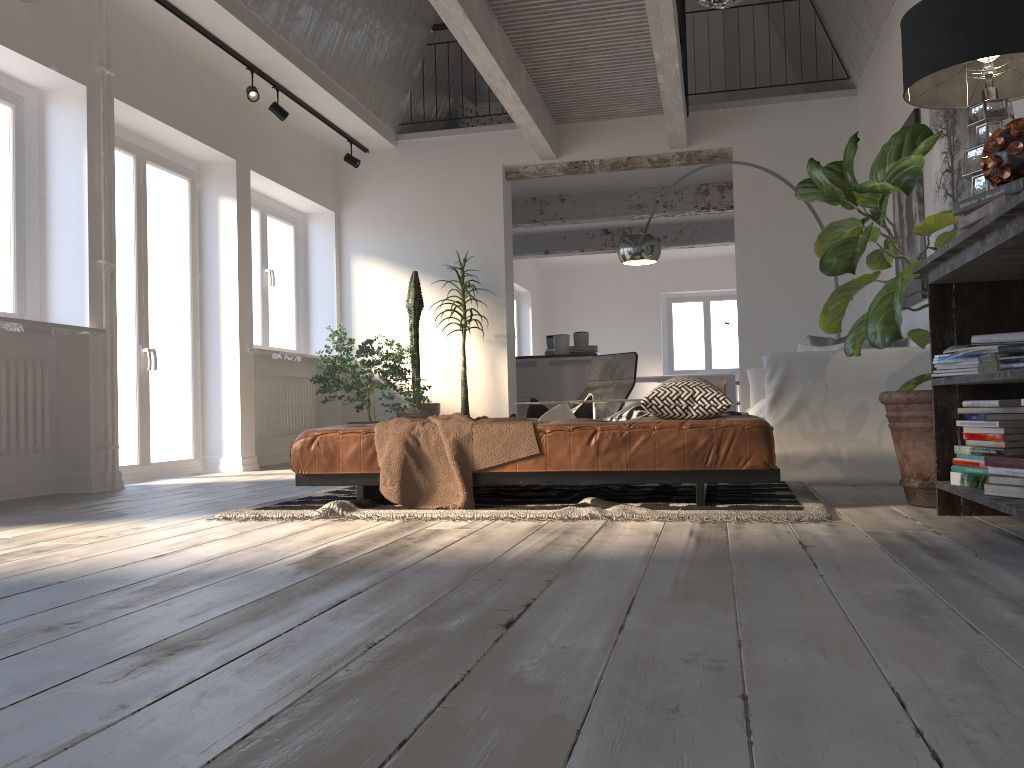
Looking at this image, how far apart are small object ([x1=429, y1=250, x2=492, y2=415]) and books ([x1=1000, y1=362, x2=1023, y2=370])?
5.67m

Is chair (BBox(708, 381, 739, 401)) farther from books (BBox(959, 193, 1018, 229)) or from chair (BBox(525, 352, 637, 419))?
books (BBox(959, 193, 1018, 229))

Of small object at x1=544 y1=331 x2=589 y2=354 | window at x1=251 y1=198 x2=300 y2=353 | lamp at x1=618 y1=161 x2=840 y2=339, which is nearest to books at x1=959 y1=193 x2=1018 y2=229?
lamp at x1=618 y1=161 x2=840 y2=339

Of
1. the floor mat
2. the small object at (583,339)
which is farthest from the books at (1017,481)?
the small object at (583,339)

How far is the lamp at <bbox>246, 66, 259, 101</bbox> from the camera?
6.38m

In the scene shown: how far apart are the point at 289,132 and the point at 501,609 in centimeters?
671cm

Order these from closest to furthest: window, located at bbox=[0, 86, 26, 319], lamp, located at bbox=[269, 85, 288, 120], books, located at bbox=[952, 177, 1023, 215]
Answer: books, located at bbox=[952, 177, 1023, 215]
window, located at bbox=[0, 86, 26, 319]
lamp, located at bbox=[269, 85, 288, 120]

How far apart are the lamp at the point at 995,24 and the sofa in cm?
143

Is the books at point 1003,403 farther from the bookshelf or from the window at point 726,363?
the window at point 726,363

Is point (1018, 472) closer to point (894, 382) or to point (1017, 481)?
point (1017, 481)
